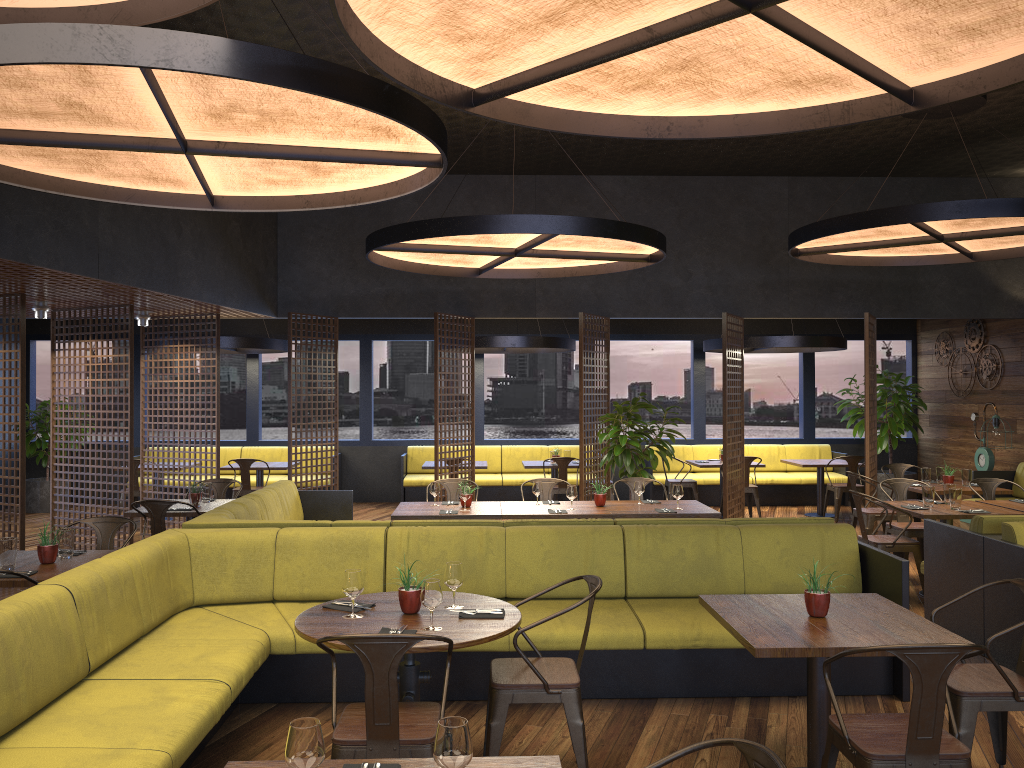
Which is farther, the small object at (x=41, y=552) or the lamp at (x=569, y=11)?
the small object at (x=41, y=552)

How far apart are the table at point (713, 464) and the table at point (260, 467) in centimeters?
582cm

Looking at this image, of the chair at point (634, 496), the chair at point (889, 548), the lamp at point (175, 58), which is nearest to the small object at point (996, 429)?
the chair at point (889, 548)

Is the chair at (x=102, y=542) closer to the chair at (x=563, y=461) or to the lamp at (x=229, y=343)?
the lamp at (x=229, y=343)

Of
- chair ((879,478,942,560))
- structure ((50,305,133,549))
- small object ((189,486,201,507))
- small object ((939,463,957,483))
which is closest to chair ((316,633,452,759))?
small object ((189,486,201,507))

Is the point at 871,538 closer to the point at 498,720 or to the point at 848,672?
the point at 848,672

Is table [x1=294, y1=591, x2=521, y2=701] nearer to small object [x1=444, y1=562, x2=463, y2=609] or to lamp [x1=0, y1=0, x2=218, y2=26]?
small object [x1=444, y1=562, x2=463, y2=609]

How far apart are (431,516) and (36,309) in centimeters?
499cm

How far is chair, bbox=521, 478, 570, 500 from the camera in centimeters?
869cm

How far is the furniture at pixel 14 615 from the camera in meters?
3.5
